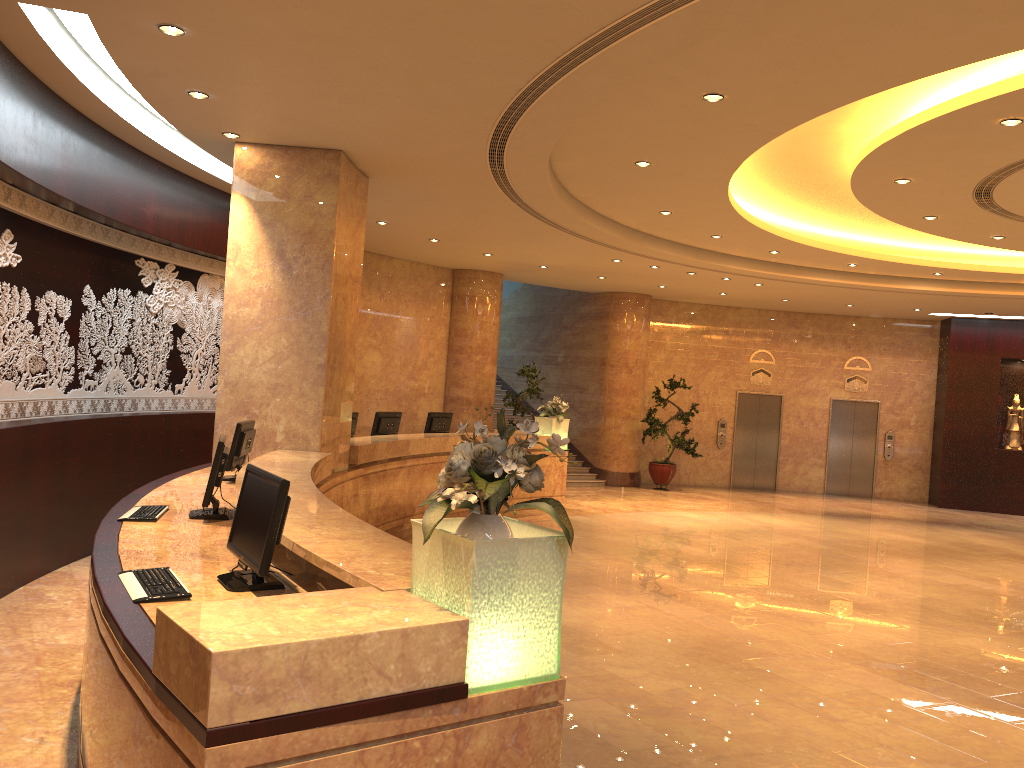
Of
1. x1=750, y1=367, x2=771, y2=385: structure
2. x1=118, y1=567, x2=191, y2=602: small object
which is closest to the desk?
x1=118, y1=567, x2=191, y2=602: small object

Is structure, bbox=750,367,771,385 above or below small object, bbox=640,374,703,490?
above

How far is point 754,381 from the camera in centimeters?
1953cm

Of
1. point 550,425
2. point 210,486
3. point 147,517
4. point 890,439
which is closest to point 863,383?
point 890,439

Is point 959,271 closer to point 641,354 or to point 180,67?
point 641,354

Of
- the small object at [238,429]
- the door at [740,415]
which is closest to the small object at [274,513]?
the small object at [238,429]

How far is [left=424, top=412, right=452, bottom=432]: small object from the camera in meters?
12.6 m

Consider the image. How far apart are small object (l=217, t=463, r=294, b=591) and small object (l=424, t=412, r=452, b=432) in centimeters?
844cm

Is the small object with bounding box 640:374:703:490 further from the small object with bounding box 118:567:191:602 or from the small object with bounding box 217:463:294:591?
the small object with bounding box 118:567:191:602

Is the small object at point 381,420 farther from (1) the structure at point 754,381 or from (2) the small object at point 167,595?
(1) the structure at point 754,381
